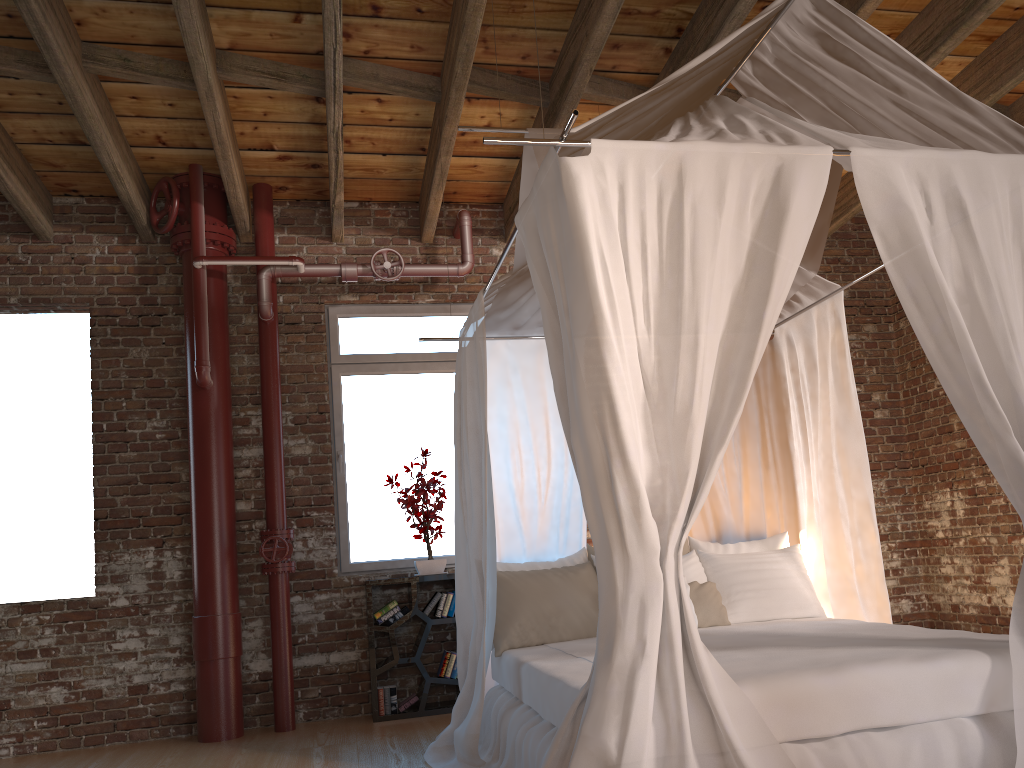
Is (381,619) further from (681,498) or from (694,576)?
(681,498)

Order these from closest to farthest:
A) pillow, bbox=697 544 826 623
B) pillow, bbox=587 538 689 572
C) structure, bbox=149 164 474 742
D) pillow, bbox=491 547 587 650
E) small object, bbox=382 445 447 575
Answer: pillow, bbox=697 544 826 623 < pillow, bbox=491 547 587 650 < pillow, bbox=587 538 689 572 < structure, bbox=149 164 474 742 < small object, bbox=382 445 447 575

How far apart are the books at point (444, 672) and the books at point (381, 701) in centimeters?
20cm

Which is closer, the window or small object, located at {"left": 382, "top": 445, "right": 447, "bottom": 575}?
small object, located at {"left": 382, "top": 445, "right": 447, "bottom": 575}

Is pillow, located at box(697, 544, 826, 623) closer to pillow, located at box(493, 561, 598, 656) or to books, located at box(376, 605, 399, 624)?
pillow, located at box(493, 561, 598, 656)

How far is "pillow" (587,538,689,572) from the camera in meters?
4.6 m

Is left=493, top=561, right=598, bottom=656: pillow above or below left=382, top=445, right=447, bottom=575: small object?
below

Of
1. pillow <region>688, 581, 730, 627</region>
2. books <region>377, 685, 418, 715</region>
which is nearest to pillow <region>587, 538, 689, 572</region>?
pillow <region>688, 581, 730, 627</region>

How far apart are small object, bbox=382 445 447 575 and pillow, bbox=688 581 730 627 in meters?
1.8

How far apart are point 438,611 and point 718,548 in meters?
1.8
